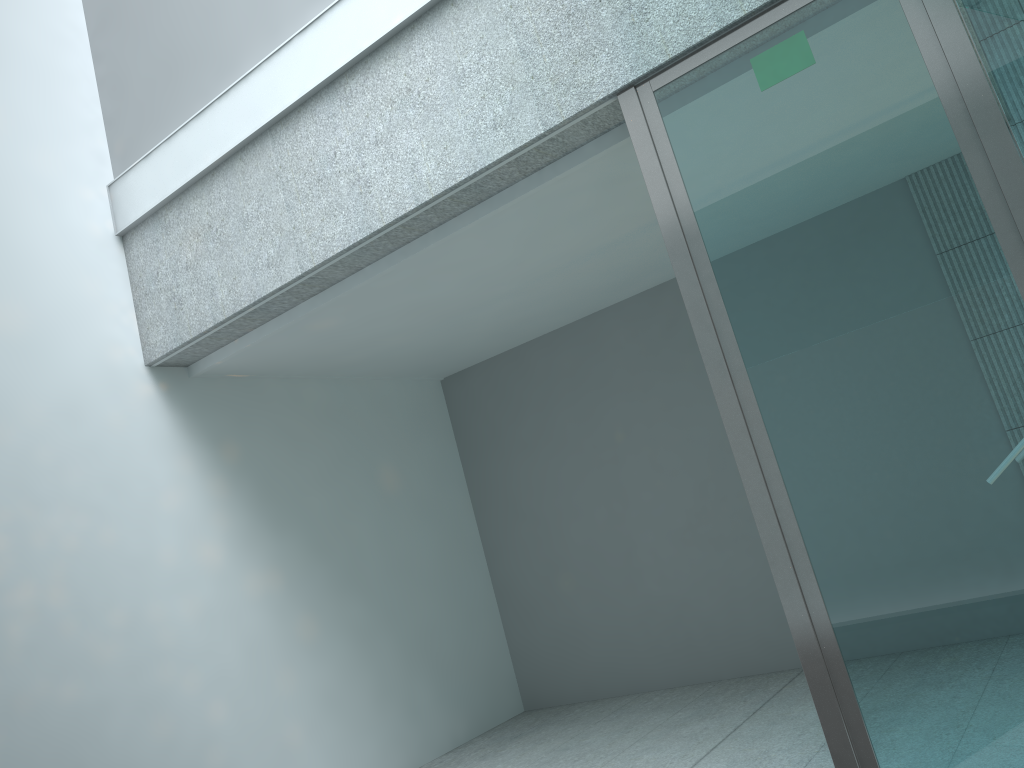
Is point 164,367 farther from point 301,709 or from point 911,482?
point 911,482

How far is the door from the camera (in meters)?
2.03

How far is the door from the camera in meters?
2.0 m

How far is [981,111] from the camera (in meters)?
2.03

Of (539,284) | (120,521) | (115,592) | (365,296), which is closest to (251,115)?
(365,296)

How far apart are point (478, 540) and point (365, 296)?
2.17m
